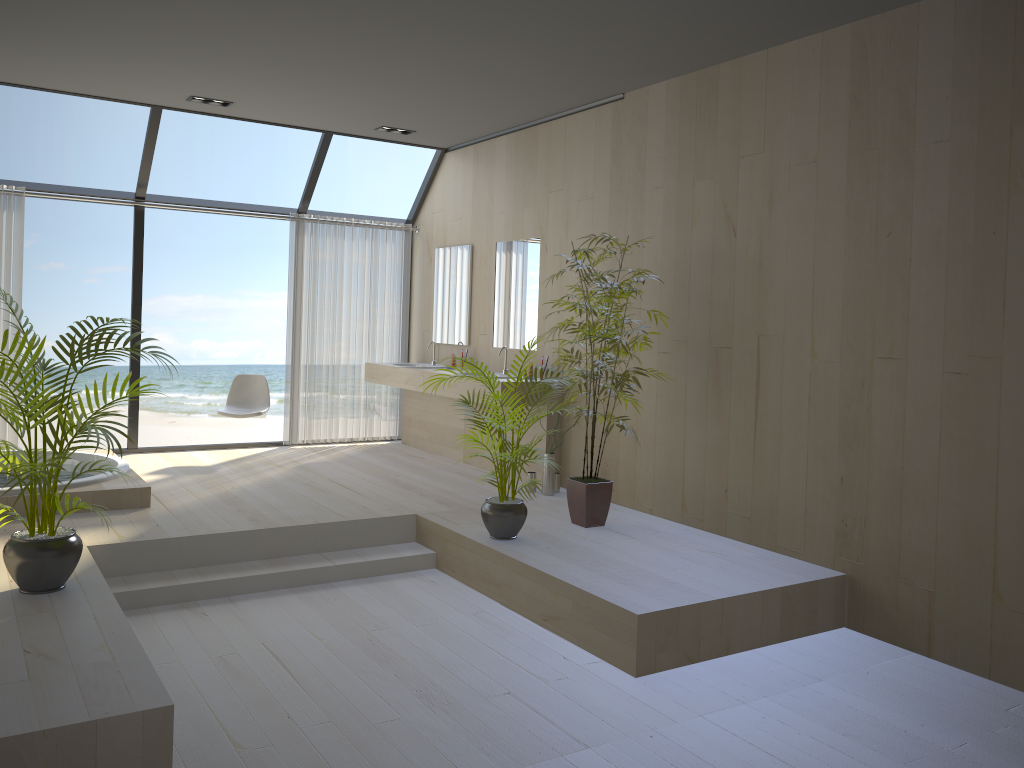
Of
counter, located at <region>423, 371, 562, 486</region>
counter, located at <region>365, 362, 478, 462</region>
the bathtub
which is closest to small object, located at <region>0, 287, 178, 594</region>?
the bathtub

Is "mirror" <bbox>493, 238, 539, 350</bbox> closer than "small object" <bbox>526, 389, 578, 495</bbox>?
No

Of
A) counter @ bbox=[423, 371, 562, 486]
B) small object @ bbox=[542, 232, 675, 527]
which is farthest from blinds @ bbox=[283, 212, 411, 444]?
small object @ bbox=[542, 232, 675, 527]

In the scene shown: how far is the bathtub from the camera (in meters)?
Result: 5.21

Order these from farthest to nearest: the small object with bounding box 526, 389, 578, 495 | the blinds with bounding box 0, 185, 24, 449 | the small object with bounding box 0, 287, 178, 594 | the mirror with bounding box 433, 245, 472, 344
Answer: the mirror with bounding box 433, 245, 472, 344
the blinds with bounding box 0, 185, 24, 449
the small object with bounding box 526, 389, 578, 495
the small object with bounding box 0, 287, 178, 594

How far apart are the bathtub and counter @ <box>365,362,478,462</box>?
2.31m

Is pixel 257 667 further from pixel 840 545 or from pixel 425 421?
pixel 425 421

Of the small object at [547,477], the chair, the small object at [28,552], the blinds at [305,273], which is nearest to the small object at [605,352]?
the small object at [547,477]

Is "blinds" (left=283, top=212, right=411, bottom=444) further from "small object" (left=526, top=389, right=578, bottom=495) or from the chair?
"small object" (left=526, top=389, right=578, bottom=495)

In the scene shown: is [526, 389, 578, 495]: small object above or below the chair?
below
